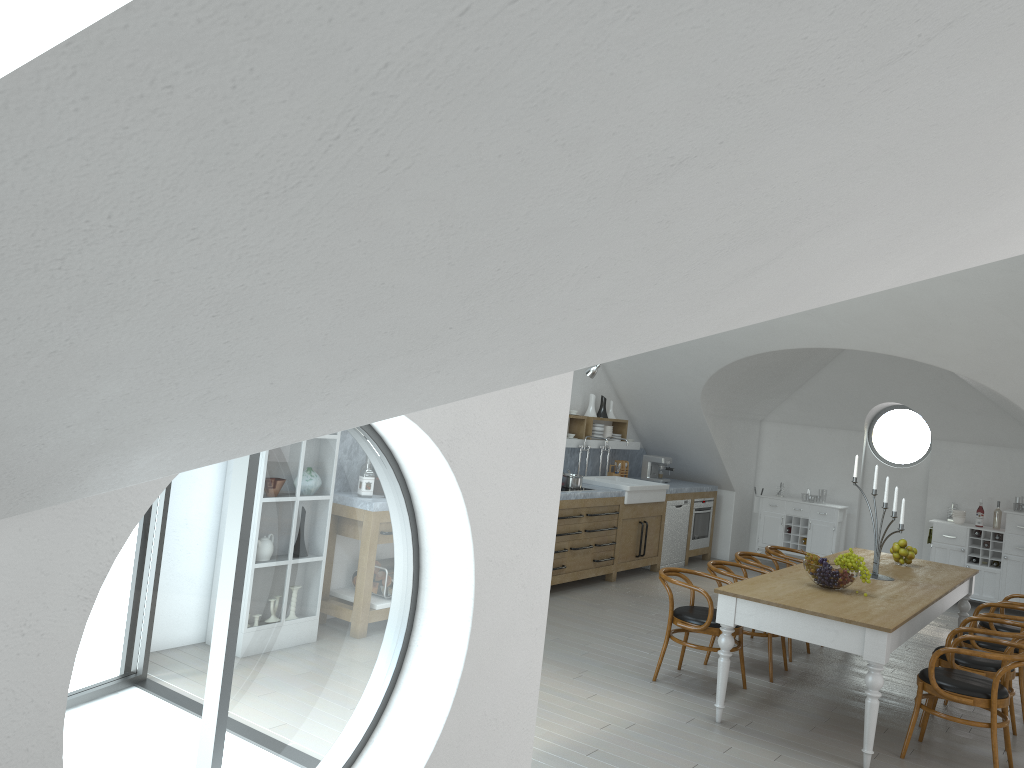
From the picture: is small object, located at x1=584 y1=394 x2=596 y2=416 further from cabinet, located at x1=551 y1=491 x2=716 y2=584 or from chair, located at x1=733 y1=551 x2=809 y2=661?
chair, located at x1=733 y1=551 x2=809 y2=661

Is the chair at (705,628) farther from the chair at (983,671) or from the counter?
the counter

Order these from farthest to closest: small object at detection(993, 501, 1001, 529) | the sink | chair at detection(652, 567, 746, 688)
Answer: small object at detection(993, 501, 1001, 529) < the sink < chair at detection(652, 567, 746, 688)

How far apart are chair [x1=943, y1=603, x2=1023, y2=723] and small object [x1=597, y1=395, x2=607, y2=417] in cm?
482

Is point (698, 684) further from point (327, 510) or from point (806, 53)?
point (327, 510)

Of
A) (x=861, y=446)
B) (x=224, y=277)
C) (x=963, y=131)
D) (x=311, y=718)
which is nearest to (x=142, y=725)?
(x=861, y=446)

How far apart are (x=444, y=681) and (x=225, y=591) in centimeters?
1663cm

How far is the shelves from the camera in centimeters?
1014cm

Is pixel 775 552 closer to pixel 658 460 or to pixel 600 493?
pixel 600 493

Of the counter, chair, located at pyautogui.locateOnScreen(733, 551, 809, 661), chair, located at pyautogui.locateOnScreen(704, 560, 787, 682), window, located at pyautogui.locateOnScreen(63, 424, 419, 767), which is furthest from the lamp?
window, located at pyautogui.locateOnScreen(63, 424, 419, 767)
